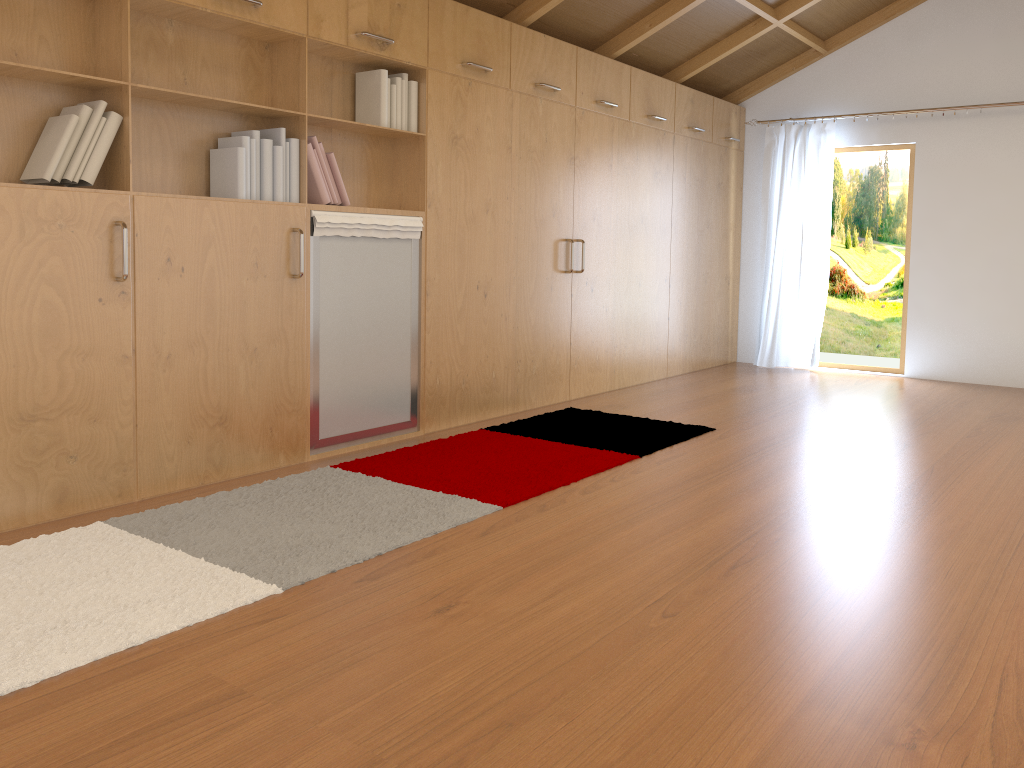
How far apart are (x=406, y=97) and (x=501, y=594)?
2.6m

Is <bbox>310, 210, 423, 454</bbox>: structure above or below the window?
below

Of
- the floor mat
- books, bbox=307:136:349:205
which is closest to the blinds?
the floor mat

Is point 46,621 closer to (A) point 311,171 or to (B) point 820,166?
(A) point 311,171

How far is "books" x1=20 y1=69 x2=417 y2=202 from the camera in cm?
293

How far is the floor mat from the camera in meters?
2.2 m

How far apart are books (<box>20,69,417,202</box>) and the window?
4.3m

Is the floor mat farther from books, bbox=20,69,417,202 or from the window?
the window

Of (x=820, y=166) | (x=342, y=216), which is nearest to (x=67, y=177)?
(x=342, y=216)

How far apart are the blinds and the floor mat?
2.8 meters
